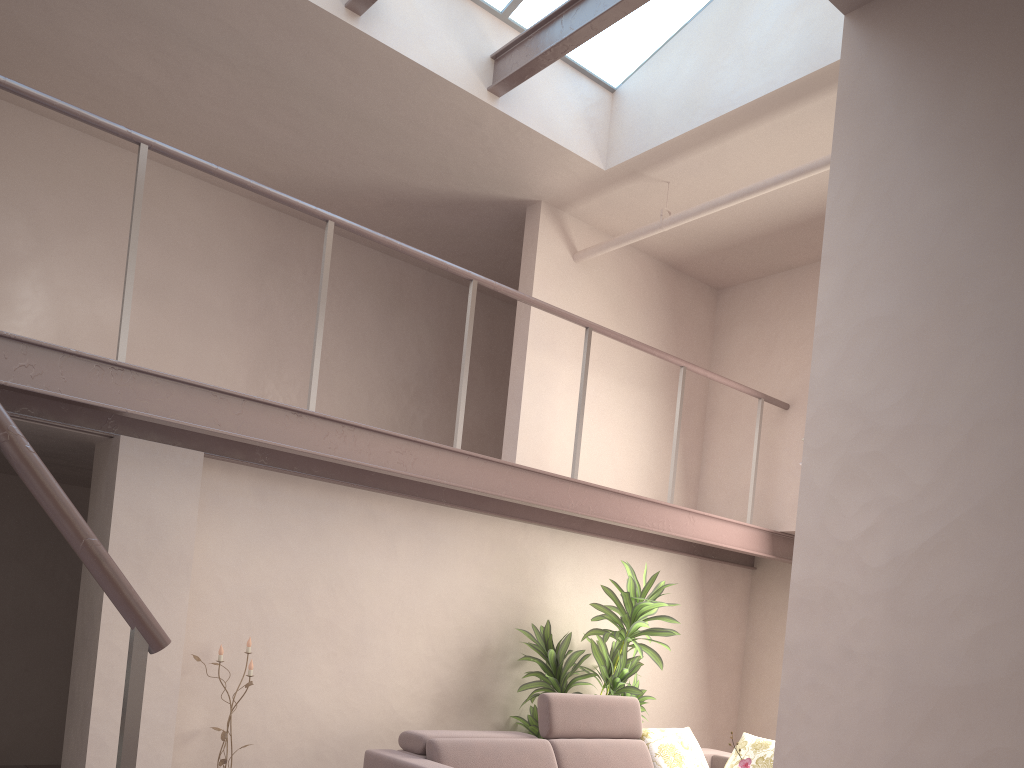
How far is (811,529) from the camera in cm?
132

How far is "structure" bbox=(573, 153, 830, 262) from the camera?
4.8m

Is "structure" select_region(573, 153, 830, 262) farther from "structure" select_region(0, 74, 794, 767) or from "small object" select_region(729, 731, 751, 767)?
"small object" select_region(729, 731, 751, 767)

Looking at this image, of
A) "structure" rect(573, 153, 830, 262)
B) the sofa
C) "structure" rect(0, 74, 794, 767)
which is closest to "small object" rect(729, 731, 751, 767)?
the sofa

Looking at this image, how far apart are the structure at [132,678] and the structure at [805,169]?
0.8m

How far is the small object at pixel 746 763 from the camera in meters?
3.9 m

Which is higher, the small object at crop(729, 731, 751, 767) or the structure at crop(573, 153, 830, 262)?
the structure at crop(573, 153, 830, 262)

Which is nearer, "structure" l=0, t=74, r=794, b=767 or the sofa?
"structure" l=0, t=74, r=794, b=767

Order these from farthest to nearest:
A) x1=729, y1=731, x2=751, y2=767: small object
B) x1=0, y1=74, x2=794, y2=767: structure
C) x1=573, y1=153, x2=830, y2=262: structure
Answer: x1=573, y1=153, x2=830, y2=262: structure
x1=729, y1=731, x2=751, y2=767: small object
x1=0, y1=74, x2=794, y2=767: structure

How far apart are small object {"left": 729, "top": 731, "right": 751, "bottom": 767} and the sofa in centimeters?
145cm
